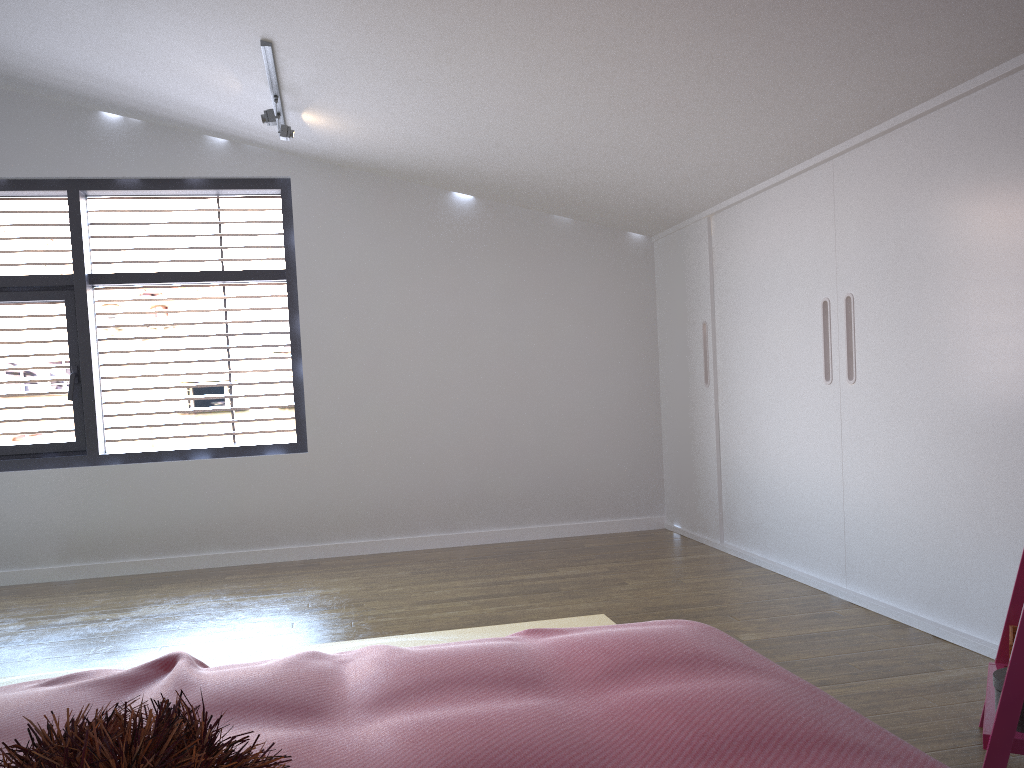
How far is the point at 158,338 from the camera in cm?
496

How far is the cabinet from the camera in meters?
2.7

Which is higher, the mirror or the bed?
the bed

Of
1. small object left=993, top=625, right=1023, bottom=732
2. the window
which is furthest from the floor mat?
the window

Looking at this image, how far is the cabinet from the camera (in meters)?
2.69

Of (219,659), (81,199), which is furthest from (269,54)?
(219,659)

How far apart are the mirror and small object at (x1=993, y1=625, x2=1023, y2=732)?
0.0m

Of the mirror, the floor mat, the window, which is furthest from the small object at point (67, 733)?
the window

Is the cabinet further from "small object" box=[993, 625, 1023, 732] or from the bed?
the bed

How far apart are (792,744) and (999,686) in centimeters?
100cm
